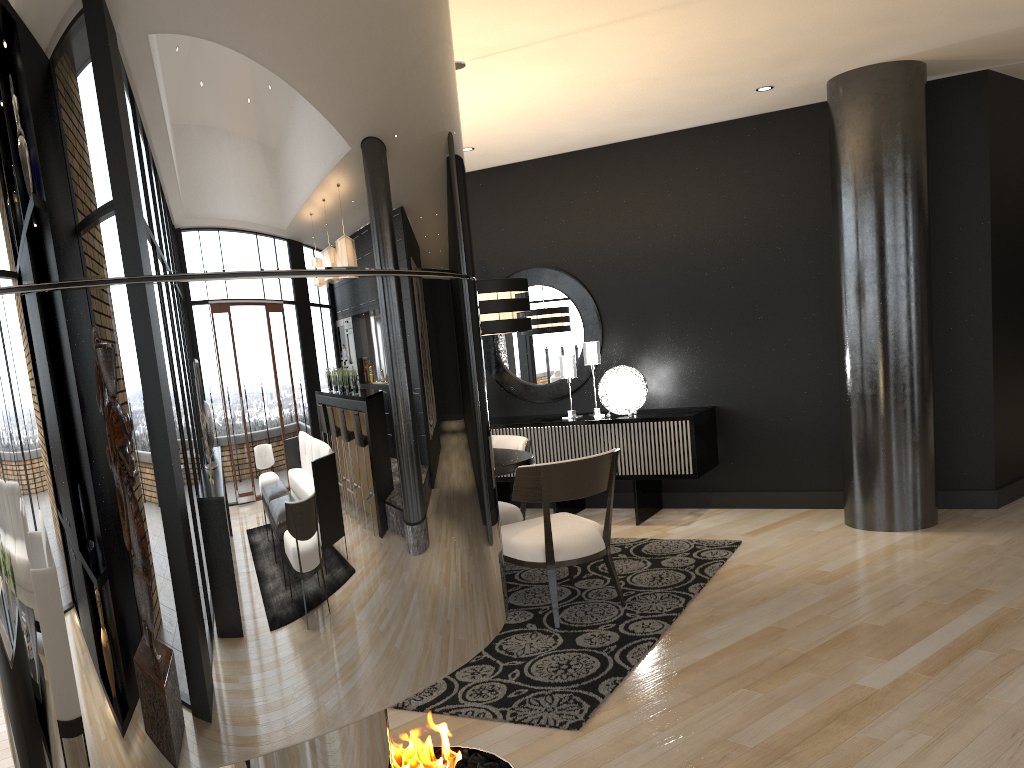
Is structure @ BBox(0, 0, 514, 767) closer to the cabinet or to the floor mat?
the floor mat

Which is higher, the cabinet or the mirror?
the mirror

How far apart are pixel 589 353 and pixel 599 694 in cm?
356

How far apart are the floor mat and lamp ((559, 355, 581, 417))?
1.23m

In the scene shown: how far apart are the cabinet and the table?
1.5 meters

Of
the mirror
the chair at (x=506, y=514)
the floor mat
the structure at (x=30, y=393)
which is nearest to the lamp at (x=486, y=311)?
the chair at (x=506, y=514)

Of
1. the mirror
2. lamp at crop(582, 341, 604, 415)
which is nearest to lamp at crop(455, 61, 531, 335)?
lamp at crop(582, 341, 604, 415)

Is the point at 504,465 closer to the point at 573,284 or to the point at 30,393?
the point at 573,284

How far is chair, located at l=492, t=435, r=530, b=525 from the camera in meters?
5.1 m

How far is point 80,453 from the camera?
1.0 meters
